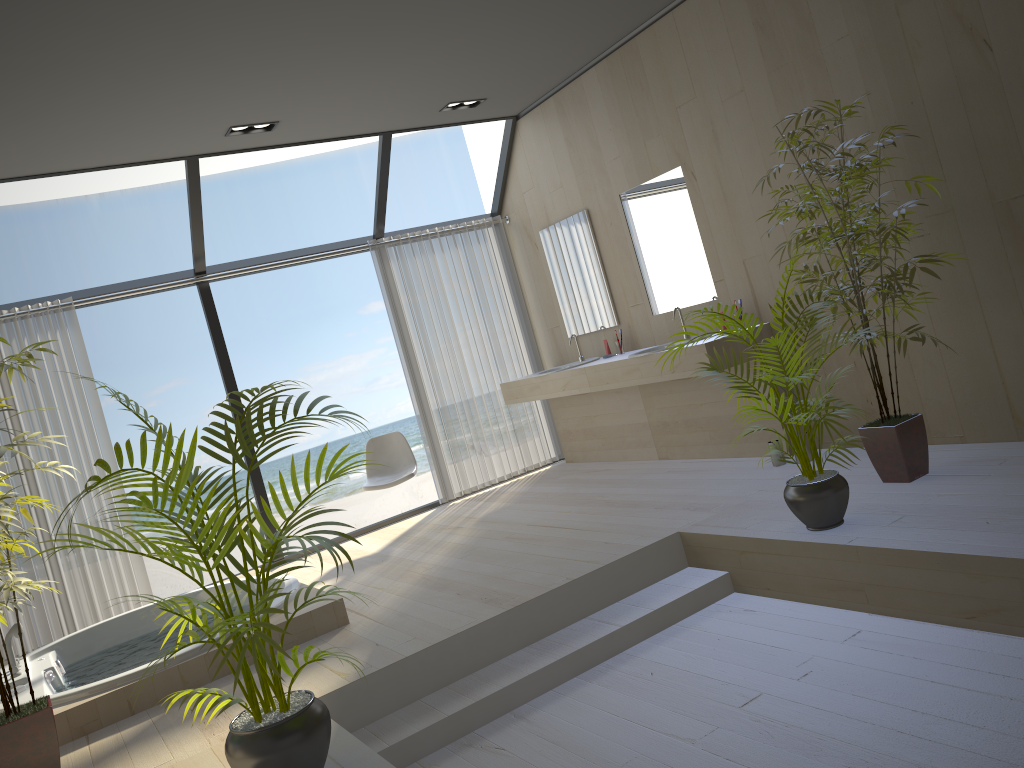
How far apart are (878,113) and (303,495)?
13.9 meters

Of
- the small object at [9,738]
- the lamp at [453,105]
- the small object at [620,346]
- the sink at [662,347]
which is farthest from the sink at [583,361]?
the small object at [9,738]

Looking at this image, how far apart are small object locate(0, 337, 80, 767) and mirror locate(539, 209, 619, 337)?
3.87m

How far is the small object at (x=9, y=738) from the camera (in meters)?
3.11

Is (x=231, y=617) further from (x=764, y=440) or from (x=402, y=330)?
(x=402, y=330)

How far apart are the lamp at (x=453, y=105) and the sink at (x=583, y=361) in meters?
2.0

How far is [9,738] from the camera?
3.1 meters

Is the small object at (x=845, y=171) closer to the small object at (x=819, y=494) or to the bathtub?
the small object at (x=819, y=494)

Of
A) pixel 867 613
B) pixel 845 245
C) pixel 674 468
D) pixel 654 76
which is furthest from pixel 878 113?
pixel 674 468

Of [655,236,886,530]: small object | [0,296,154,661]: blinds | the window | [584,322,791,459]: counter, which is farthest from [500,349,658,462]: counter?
[0,296,154,661]: blinds
